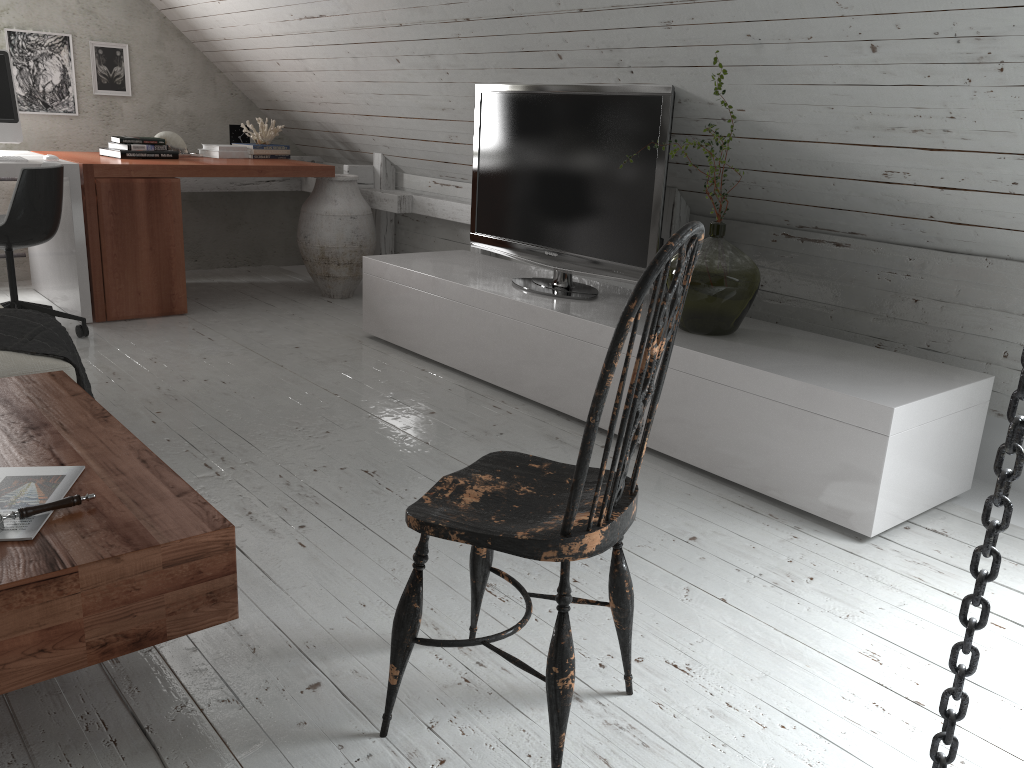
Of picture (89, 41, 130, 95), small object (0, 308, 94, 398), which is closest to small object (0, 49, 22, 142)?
picture (89, 41, 130, 95)

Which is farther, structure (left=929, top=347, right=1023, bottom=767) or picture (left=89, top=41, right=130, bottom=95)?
picture (left=89, top=41, right=130, bottom=95)

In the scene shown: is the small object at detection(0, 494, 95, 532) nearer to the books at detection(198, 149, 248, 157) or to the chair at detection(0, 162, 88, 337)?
the chair at detection(0, 162, 88, 337)

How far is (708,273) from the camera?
2.83m

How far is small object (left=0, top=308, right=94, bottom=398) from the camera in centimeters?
243cm

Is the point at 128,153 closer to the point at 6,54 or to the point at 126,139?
the point at 126,139

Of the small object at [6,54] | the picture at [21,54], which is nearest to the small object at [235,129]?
the picture at [21,54]

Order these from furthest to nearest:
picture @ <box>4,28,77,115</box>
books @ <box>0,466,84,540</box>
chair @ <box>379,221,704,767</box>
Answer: picture @ <box>4,28,77,115</box> < books @ <box>0,466,84,540</box> < chair @ <box>379,221,704,767</box>

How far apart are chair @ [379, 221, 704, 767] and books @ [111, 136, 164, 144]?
3.7m

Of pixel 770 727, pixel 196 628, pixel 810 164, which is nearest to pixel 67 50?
pixel 810 164
